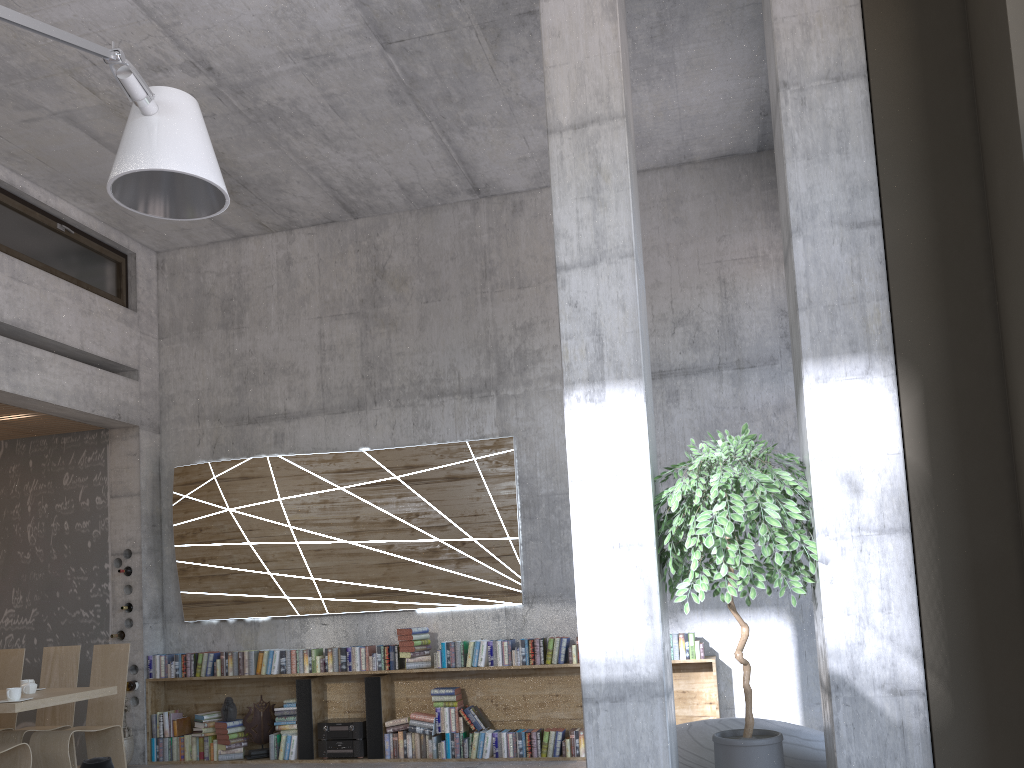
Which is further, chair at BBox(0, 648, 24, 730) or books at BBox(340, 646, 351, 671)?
books at BBox(340, 646, 351, 671)

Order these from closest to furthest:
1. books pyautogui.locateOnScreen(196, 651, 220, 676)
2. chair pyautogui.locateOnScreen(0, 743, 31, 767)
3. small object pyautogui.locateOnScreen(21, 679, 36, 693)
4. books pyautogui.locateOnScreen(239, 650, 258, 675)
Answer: chair pyautogui.locateOnScreen(0, 743, 31, 767) → small object pyautogui.locateOnScreen(21, 679, 36, 693) → books pyautogui.locateOnScreen(239, 650, 258, 675) → books pyautogui.locateOnScreen(196, 651, 220, 676)

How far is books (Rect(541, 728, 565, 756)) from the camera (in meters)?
7.10

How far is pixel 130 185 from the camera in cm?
343

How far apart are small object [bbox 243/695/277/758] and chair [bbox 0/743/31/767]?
2.2 meters

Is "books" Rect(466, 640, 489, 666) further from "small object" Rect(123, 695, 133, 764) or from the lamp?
the lamp

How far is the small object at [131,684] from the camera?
8.0 meters

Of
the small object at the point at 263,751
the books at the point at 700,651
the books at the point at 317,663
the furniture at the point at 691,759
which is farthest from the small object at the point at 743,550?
the small object at the point at 263,751

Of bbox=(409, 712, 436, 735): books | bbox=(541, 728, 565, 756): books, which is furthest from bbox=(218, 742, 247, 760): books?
bbox=(541, 728, 565, 756): books

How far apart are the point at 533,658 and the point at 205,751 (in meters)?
3.17
